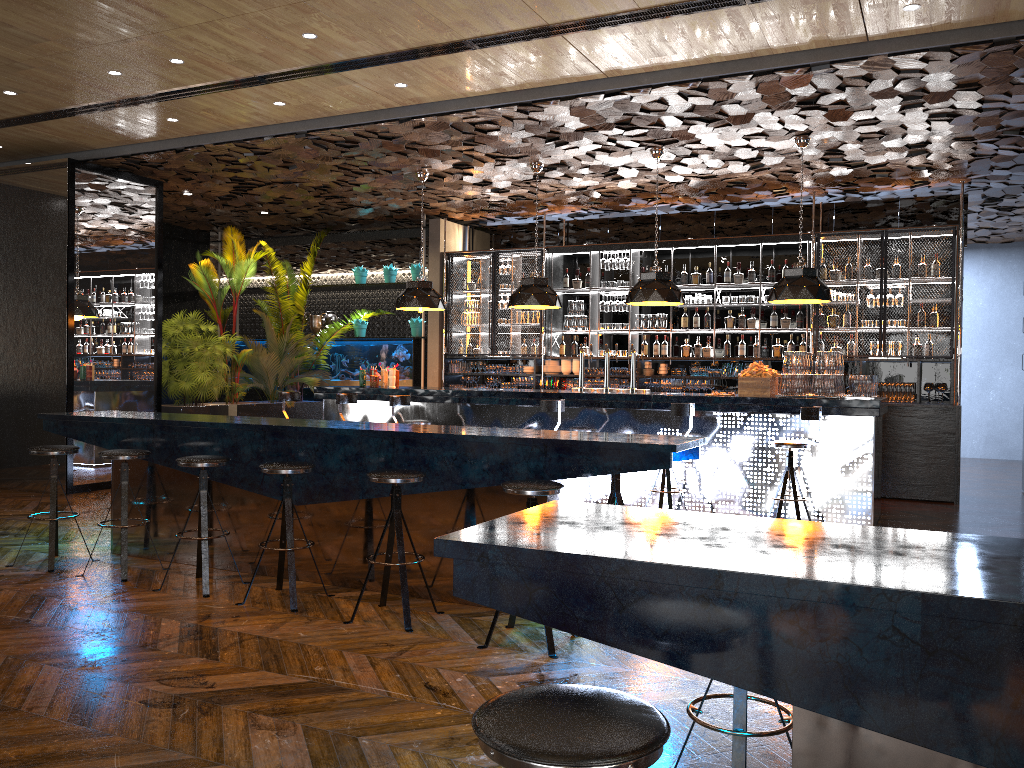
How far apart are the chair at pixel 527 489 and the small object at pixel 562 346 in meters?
7.8

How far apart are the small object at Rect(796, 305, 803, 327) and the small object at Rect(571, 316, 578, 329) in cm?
296

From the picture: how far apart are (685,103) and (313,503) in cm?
444

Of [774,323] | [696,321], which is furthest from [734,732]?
[696,321]

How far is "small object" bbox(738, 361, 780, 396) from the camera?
8.1 meters

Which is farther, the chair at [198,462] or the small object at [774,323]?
the small object at [774,323]

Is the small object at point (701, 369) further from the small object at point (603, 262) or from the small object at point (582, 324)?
the small object at point (603, 262)

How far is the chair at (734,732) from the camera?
2.6 meters

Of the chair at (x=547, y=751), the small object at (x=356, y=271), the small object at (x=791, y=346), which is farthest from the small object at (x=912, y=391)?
the chair at (x=547, y=751)

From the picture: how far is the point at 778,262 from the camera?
11.3 meters
